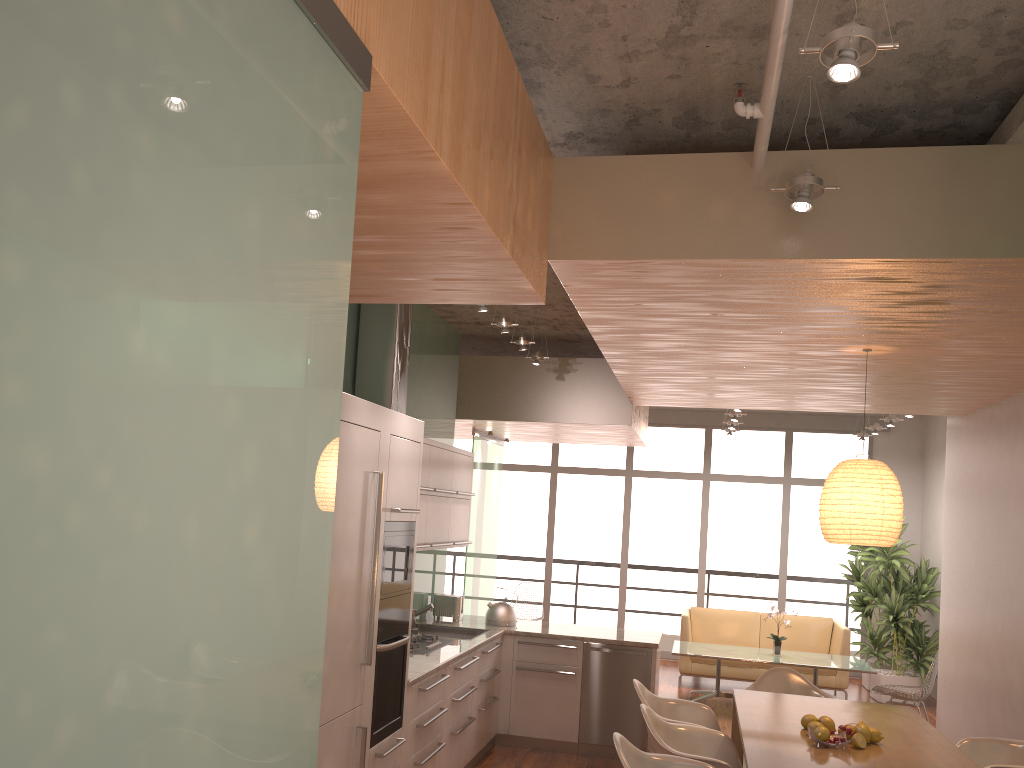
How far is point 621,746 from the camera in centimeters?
377cm

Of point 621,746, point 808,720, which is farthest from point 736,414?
point 621,746

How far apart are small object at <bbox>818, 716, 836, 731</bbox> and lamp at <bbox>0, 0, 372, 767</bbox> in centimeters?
360cm

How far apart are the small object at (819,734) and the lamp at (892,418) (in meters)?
5.55

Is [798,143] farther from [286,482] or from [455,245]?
[286,482]

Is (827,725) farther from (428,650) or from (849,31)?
(849,31)

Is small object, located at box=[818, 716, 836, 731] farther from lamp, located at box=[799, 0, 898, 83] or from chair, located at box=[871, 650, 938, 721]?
chair, located at box=[871, 650, 938, 721]

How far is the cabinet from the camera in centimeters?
375cm

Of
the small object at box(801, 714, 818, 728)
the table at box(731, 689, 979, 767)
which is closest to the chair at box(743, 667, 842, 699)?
the table at box(731, 689, 979, 767)

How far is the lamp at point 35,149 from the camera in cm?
84
